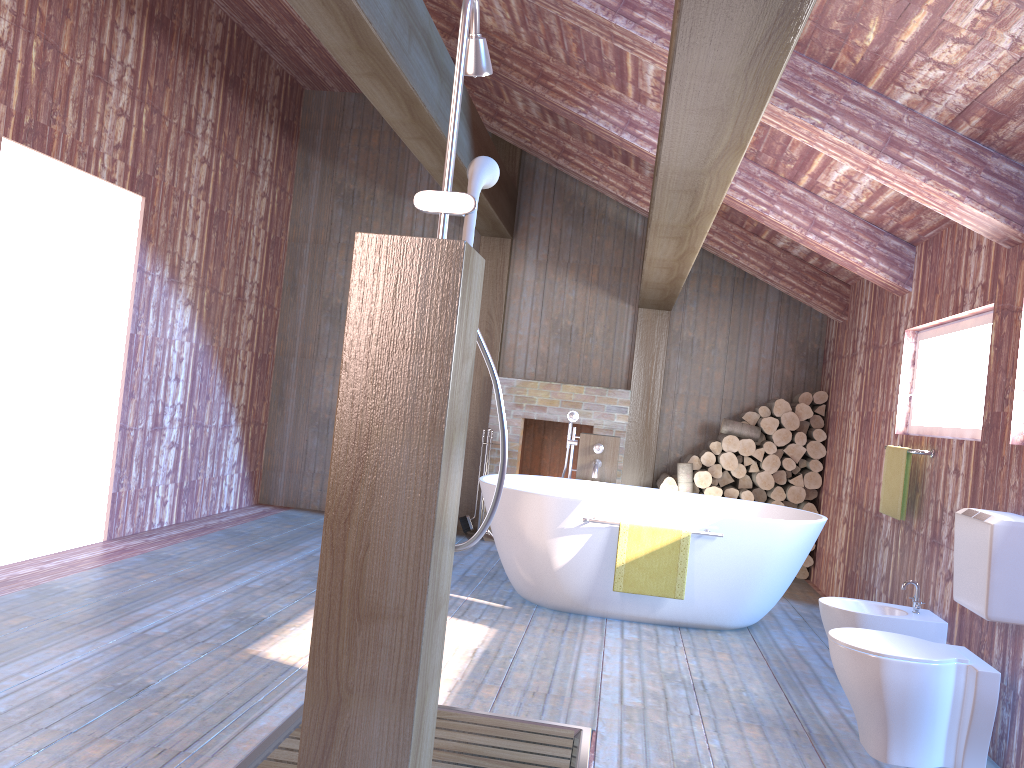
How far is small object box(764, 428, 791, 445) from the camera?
6.68m

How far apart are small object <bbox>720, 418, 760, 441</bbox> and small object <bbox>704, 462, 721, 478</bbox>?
0.3 meters

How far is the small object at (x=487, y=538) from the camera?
7.0 meters

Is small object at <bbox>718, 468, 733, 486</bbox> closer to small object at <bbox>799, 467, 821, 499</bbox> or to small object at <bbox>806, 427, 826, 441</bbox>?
small object at <bbox>799, 467, 821, 499</bbox>

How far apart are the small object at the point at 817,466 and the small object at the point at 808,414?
0.33m

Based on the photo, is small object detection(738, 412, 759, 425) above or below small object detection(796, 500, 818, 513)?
above

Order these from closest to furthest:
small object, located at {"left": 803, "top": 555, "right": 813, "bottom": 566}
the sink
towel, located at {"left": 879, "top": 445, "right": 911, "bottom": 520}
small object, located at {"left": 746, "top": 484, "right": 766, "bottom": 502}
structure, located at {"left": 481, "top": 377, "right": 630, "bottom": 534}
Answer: the sink → towel, located at {"left": 879, "top": 445, "right": 911, "bottom": 520} → small object, located at {"left": 803, "top": 555, "right": 813, "bottom": 566} → small object, located at {"left": 746, "top": 484, "right": 766, "bottom": 502} → structure, located at {"left": 481, "top": 377, "right": 630, "bottom": 534}

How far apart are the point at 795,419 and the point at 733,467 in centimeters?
59cm

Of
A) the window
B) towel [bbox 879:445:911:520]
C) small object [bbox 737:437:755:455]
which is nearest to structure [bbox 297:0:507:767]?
the window

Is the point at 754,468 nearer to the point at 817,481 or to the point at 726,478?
the point at 726,478
